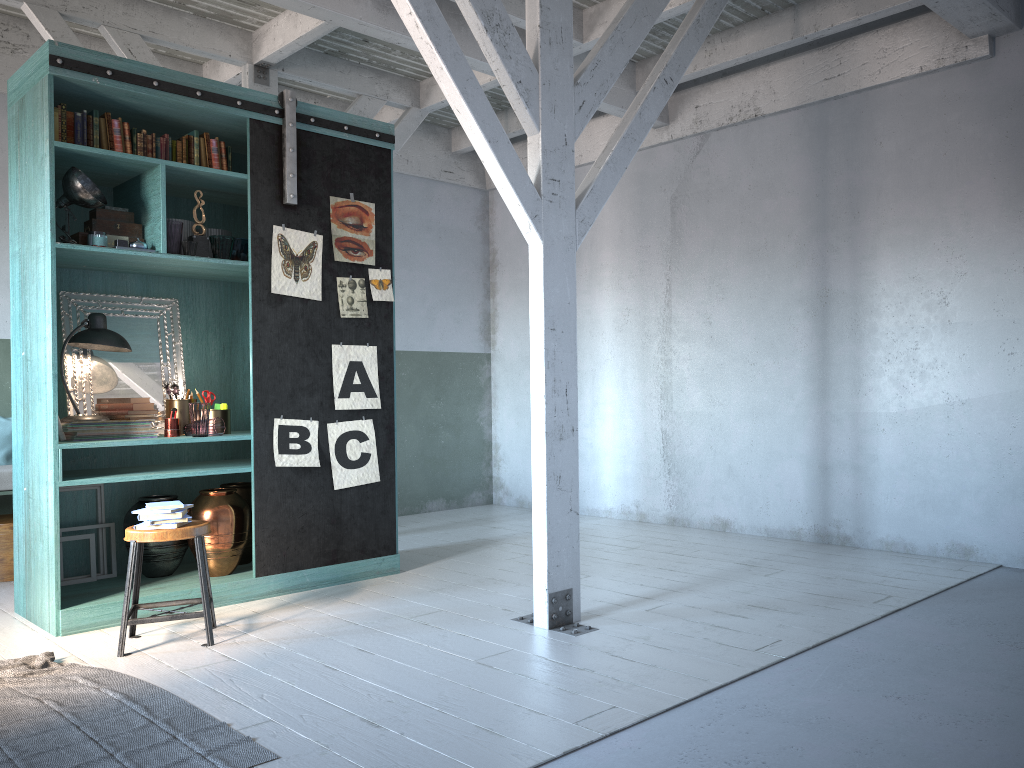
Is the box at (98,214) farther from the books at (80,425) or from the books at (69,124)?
the books at (80,425)

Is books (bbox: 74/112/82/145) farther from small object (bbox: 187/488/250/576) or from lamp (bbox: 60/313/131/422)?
small object (bbox: 187/488/250/576)

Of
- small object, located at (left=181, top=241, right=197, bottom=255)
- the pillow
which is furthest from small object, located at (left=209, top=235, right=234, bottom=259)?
the pillow

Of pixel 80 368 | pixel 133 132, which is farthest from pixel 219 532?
pixel 133 132

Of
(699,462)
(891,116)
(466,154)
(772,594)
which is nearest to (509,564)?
(772,594)

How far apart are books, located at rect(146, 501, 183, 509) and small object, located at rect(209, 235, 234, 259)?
1.86m

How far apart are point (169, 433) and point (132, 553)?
1.3m

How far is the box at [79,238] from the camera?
5.7 meters

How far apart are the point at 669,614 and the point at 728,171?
4.5 meters

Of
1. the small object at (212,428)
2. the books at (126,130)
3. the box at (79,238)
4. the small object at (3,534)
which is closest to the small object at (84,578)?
the small object at (212,428)
